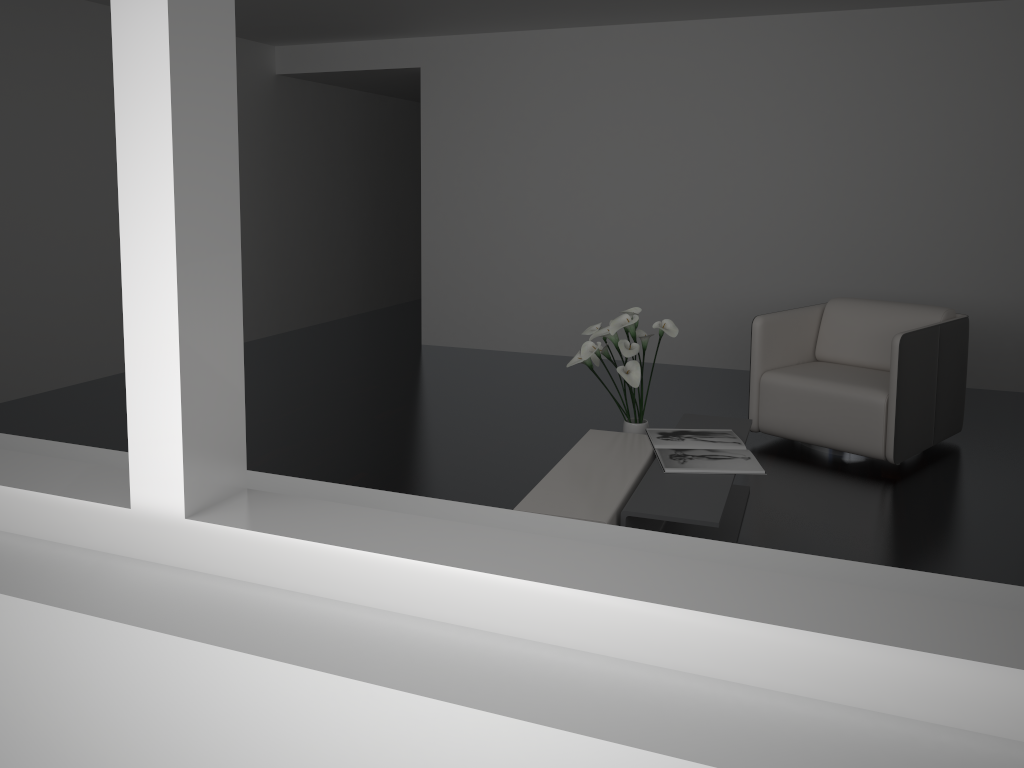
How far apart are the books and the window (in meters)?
2.22

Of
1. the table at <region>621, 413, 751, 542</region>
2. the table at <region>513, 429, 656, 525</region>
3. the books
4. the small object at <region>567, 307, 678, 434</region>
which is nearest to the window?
the table at <region>513, 429, 656, 525</region>

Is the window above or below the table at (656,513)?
above

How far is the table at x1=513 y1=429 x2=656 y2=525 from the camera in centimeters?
281cm

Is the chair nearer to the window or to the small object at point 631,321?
the small object at point 631,321

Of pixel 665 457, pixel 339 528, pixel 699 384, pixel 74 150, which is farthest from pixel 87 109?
pixel 339 528

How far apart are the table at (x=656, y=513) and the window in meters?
1.8

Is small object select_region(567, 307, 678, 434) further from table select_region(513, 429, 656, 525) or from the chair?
the chair

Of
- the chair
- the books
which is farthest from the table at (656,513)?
the chair

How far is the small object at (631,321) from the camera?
3.5m
